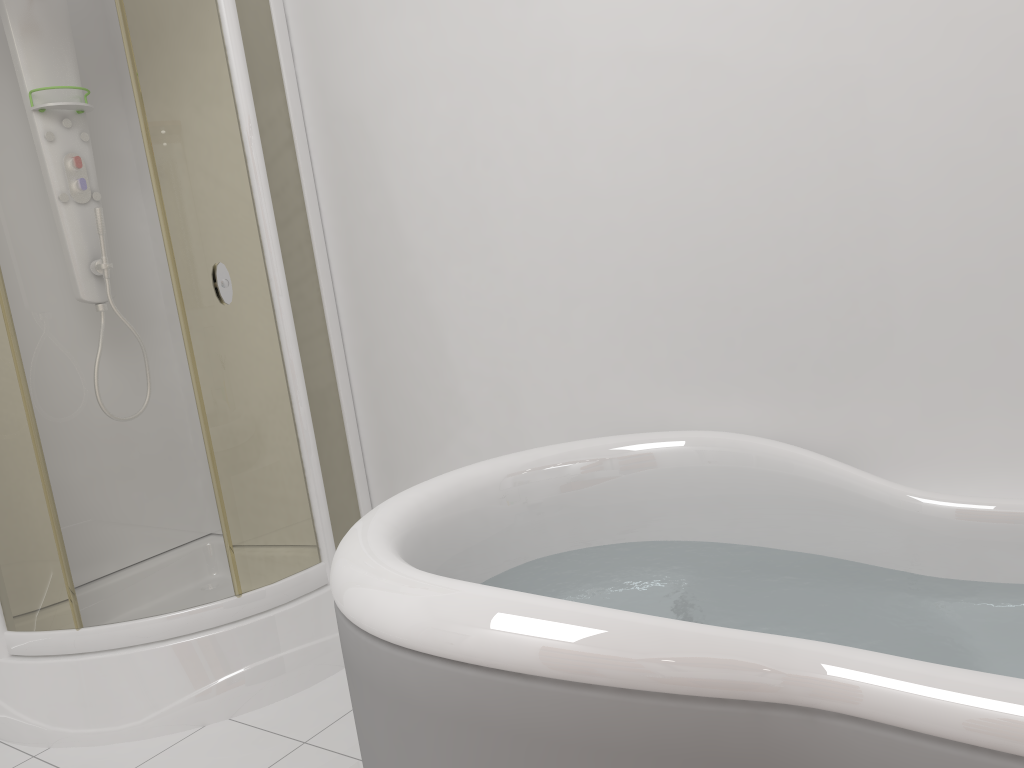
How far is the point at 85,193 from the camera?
2.7m

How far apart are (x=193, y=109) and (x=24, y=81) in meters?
0.7

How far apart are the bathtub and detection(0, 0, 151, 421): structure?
1.44m

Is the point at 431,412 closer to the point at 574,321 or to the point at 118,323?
the point at 574,321

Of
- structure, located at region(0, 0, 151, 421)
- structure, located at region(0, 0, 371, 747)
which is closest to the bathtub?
structure, located at region(0, 0, 371, 747)

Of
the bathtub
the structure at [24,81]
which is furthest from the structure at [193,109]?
the bathtub

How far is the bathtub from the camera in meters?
1.0 m

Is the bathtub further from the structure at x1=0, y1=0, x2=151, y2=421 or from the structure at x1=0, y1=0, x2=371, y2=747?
the structure at x1=0, y1=0, x2=151, y2=421

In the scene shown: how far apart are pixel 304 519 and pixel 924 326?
1.7m

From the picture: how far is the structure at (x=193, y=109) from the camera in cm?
224
